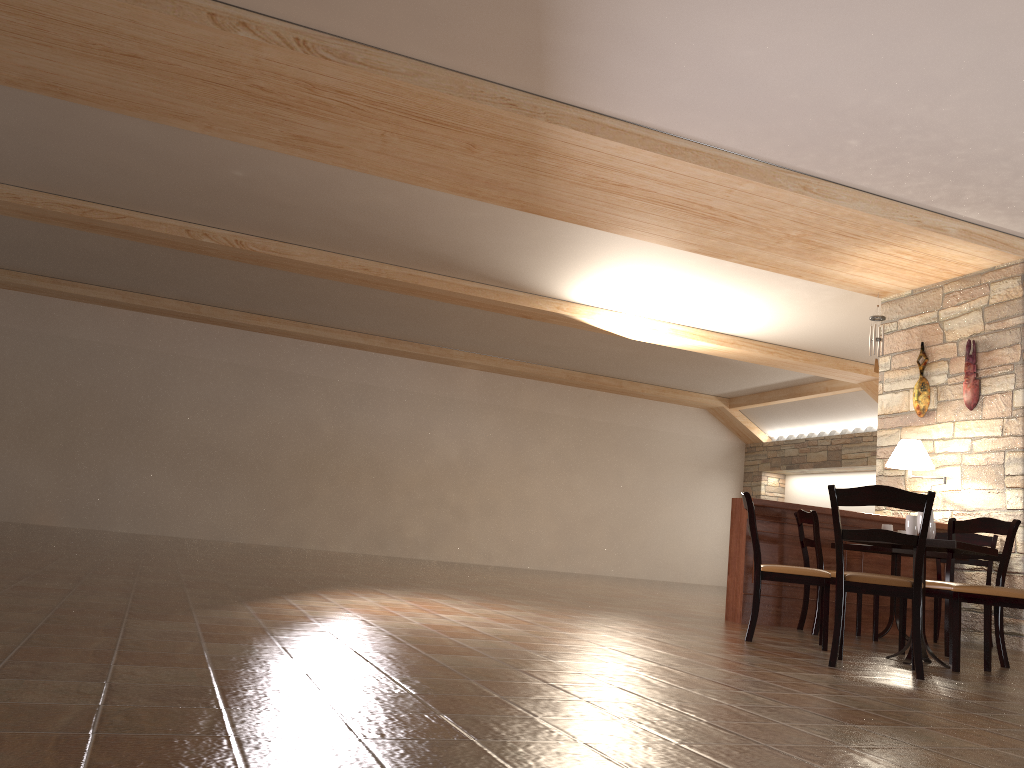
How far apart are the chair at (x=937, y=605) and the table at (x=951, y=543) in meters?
1.9 m

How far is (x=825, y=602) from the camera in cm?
496

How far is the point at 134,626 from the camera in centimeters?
312cm

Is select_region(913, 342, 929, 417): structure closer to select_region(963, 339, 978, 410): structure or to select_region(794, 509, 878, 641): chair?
select_region(963, 339, 978, 410): structure

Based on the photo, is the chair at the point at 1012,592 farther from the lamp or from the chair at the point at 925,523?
the lamp

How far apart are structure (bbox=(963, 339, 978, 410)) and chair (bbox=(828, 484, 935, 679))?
3.7 meters

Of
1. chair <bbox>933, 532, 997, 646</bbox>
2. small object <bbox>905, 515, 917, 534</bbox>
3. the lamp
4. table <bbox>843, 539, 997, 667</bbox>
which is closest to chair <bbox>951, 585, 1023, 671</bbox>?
table <bbox>843, 539, 997, 667</bbox>

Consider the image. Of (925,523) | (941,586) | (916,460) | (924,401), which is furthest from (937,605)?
(925,523)

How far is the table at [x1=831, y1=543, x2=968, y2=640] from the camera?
6.1 meters

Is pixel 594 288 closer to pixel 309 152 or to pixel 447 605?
pixel 309 152
